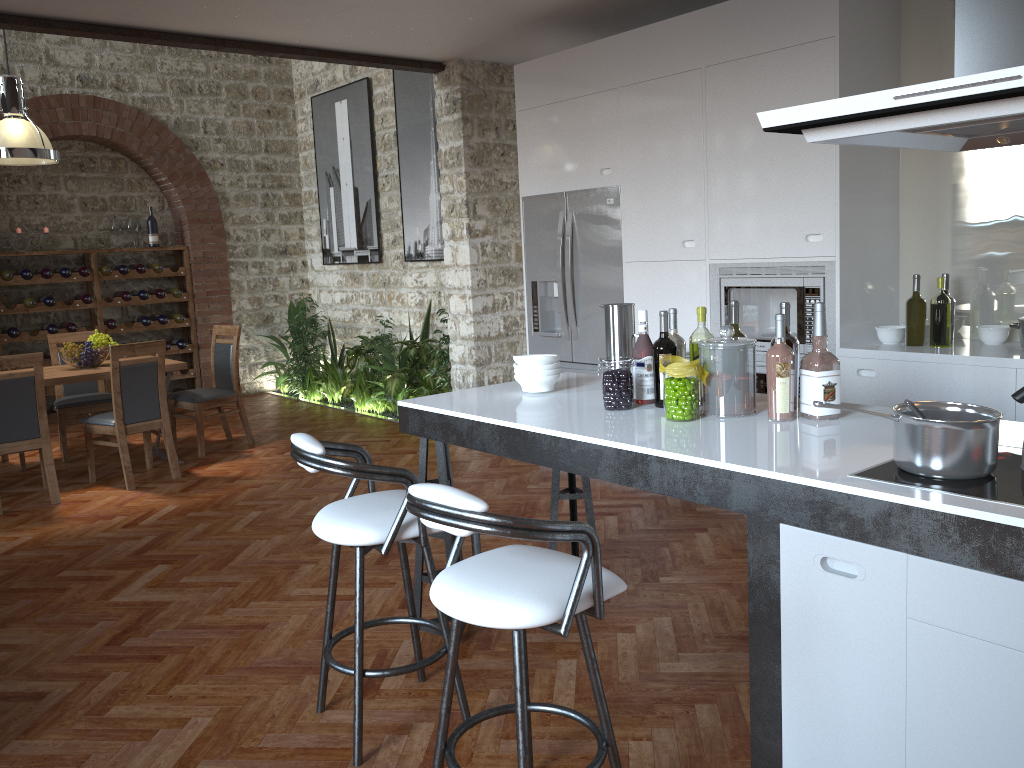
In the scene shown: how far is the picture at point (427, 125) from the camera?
8.1 meters

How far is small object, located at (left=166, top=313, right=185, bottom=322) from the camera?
9.5 meters

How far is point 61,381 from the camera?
6.1m

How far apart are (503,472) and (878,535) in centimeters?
418cm

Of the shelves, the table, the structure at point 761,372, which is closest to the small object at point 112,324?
the shelves

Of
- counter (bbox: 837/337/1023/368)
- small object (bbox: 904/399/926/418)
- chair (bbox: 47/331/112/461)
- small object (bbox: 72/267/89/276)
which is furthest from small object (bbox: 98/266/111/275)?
small object (bbox: 904/399/926/418)

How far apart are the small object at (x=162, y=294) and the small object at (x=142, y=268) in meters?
0.3

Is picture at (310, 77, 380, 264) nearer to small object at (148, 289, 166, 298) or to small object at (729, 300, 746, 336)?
small object at (148, 289, 166, 298)

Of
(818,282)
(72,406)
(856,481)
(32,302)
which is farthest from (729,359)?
(32,302)

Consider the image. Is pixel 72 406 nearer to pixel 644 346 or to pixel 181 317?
pixel 181 317
